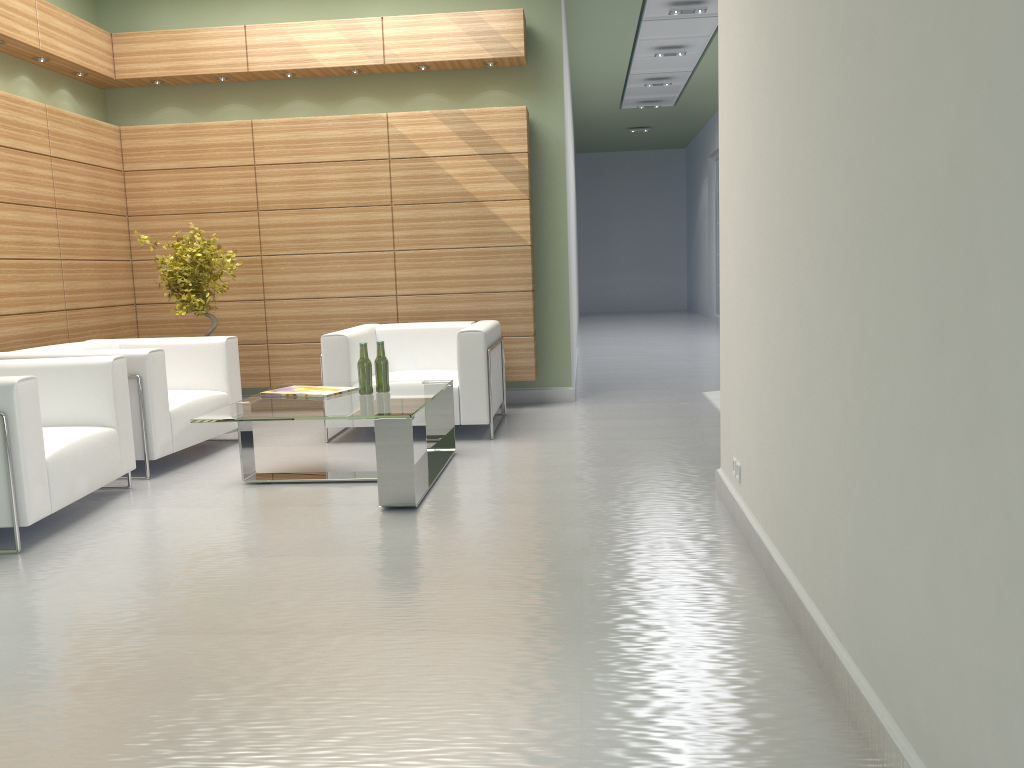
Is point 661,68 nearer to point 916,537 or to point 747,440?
point 747,440

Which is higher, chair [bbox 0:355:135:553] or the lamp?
the lamp

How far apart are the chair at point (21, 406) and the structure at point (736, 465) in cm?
499

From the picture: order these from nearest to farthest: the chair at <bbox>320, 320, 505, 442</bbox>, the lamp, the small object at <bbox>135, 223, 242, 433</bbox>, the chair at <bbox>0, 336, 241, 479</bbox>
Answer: the chair at <bbox>0, 336, 241, 479</bbox> < the chair at <bbox>320, 320, 505, 442</bbox> < the small object at <bbox>135, 223, 242, 433</bbox> < the lamp

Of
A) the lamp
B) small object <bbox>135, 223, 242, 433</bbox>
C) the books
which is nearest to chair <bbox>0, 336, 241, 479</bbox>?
small object <bbox>135, 223, 242, 433</bbox>

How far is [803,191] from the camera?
4.3 meters

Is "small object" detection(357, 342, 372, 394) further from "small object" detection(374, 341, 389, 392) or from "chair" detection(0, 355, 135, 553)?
"chair" detection(0, 355, 135, 553)

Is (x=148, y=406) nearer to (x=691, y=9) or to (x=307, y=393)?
(x=307, y=393)

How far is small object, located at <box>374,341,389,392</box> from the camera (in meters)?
8.13

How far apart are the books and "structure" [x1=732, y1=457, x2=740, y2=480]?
3.7 meters
